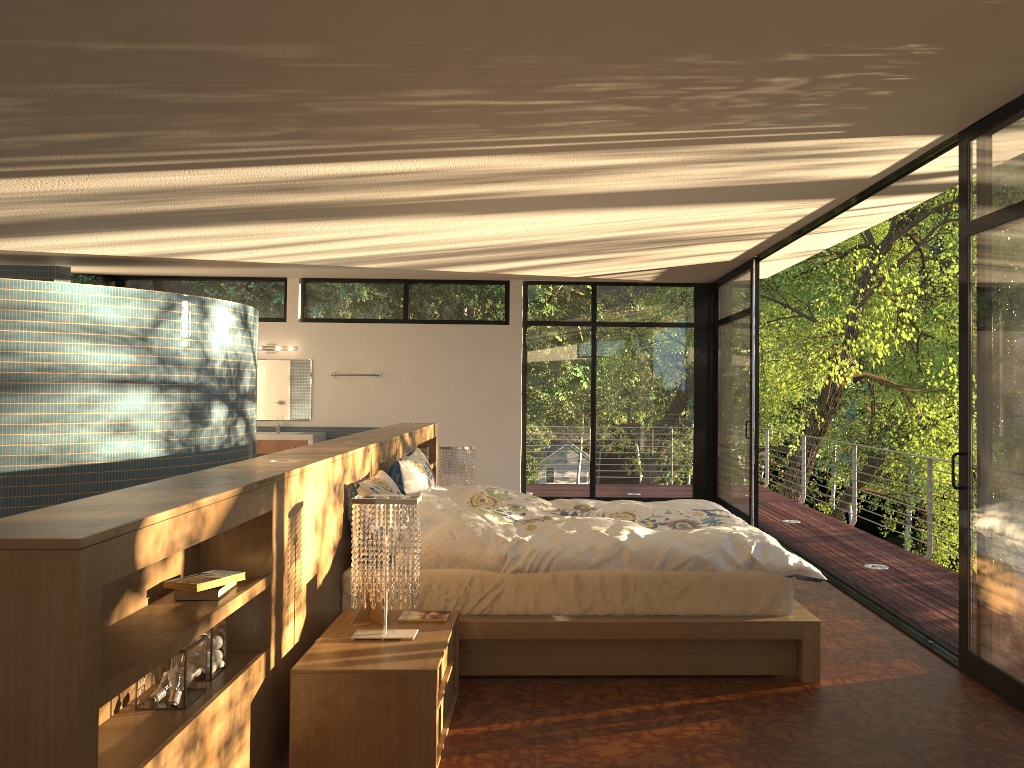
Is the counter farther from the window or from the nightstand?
the nightstand

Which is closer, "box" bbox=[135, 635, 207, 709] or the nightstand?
"box" bbox=[135, 635, 207, 709]

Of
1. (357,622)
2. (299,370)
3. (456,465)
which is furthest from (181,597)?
(299,370)

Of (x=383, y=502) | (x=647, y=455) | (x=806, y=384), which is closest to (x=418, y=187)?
(x=383, y=502)

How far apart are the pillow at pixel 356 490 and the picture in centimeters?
65cm

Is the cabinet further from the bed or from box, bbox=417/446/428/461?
the bed

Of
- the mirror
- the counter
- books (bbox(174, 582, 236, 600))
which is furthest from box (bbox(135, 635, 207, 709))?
the mirror

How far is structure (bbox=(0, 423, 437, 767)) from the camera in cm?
174

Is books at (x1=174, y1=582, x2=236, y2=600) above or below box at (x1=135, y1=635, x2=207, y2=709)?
above

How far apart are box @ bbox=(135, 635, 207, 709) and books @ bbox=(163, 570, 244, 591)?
0.1m
